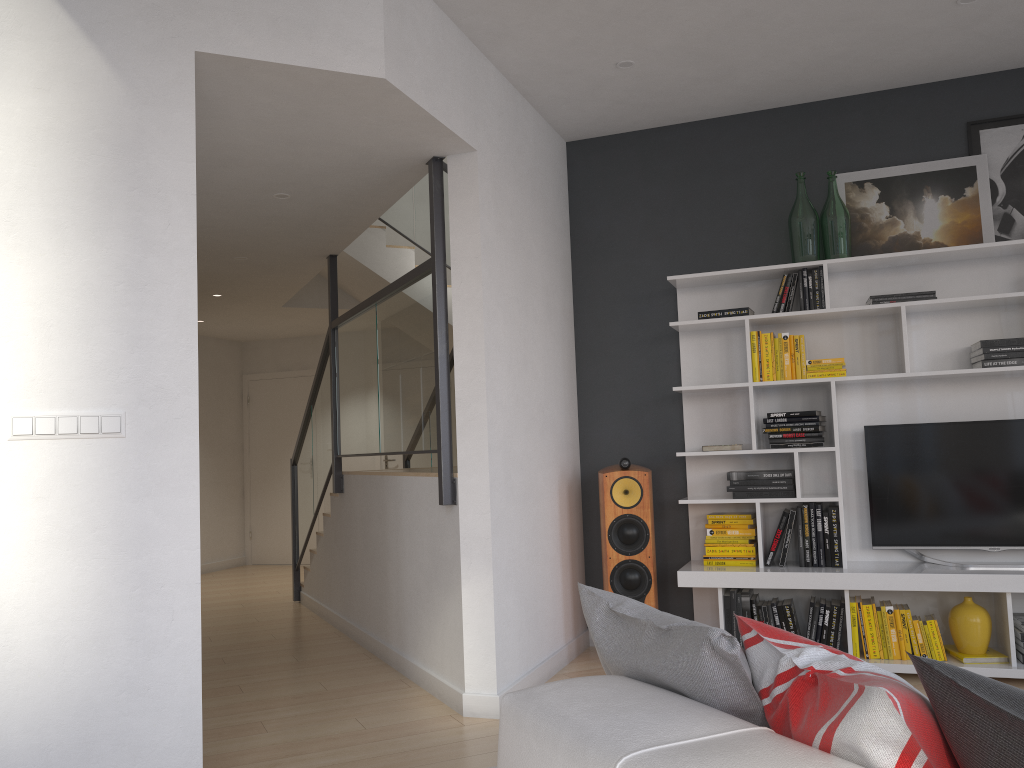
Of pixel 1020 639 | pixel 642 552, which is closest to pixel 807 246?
pixel 642 552

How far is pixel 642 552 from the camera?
4.6 meters

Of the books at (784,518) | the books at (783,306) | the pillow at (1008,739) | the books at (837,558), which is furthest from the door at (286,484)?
the pillow at (1008,739)

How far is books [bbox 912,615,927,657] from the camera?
4.21m

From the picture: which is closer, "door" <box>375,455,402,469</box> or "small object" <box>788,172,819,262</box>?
"small object" <box>788,172,819,262</box>

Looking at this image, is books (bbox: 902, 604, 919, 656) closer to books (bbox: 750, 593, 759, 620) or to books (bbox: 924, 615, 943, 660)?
books (bbox: 924, 615, 943, 660)

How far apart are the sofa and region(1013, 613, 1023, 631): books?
3.38m

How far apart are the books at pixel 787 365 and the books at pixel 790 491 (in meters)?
0.50

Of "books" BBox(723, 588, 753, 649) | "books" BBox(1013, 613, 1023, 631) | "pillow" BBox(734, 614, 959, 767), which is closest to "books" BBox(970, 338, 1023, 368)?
"books" BBox(1013, 613, 1023, 631)

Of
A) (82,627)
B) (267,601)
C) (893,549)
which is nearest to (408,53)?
(82,627)
